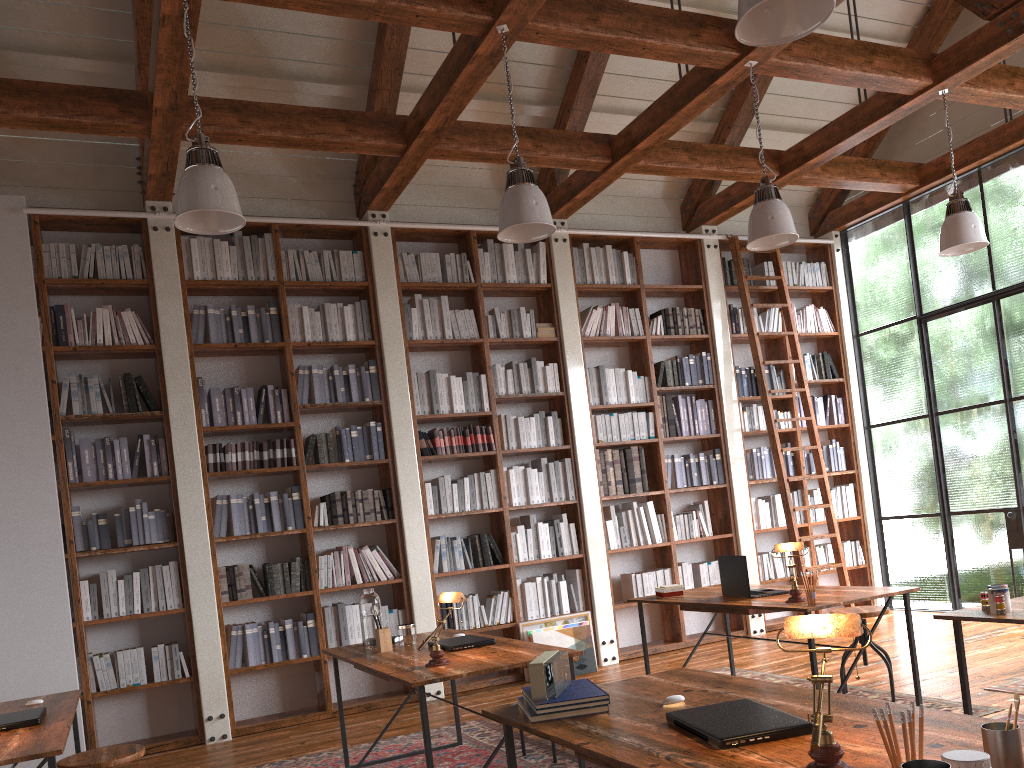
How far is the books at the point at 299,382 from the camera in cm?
626

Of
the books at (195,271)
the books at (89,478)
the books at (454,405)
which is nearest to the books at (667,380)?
the books at (454,405)

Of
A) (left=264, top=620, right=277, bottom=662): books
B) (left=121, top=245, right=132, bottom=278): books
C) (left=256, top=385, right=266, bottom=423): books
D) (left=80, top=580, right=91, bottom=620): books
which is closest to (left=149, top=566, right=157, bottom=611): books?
(left=80, top=580, right=91, bottom=620): books

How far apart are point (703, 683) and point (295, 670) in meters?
4.2 m

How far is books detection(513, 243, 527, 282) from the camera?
7.1m

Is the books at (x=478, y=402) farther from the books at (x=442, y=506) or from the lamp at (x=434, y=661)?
the lamp at (x=434, y=661)

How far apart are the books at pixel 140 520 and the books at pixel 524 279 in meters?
3.3 m

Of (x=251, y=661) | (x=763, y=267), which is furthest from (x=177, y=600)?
(x=763, y=267)

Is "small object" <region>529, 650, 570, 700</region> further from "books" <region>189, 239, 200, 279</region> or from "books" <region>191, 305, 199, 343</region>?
"books" <region>189, 239, 200, 279</region>

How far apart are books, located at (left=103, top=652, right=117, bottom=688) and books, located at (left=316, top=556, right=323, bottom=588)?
1.38m
